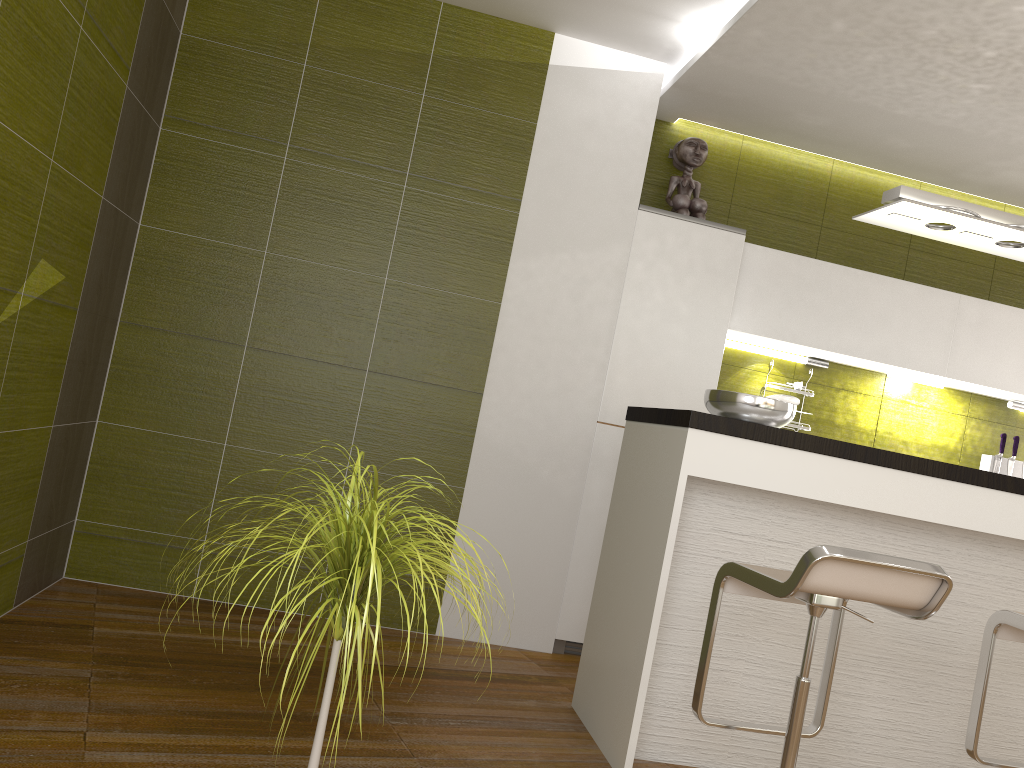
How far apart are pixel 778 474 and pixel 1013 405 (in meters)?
2.80

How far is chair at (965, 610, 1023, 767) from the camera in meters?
2.5 m

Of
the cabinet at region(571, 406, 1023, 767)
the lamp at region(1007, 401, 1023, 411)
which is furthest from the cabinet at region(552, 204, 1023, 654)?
the cabinet at region(571, 406, 1023, 767)

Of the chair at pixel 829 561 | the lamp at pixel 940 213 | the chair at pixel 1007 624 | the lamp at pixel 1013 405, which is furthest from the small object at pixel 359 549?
the lamp at pixel 1013 405

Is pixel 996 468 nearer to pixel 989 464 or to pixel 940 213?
pixel 989 464

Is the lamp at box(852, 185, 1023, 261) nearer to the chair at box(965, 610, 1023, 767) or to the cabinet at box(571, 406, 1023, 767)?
the cabinet at box(571, 406, 1023, 767)

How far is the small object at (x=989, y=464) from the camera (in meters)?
4.72

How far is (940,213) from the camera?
3.1 meters

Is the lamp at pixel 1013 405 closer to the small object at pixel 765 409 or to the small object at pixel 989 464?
the small object at pixel 989 464

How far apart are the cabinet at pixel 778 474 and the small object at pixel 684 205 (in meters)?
1.41
